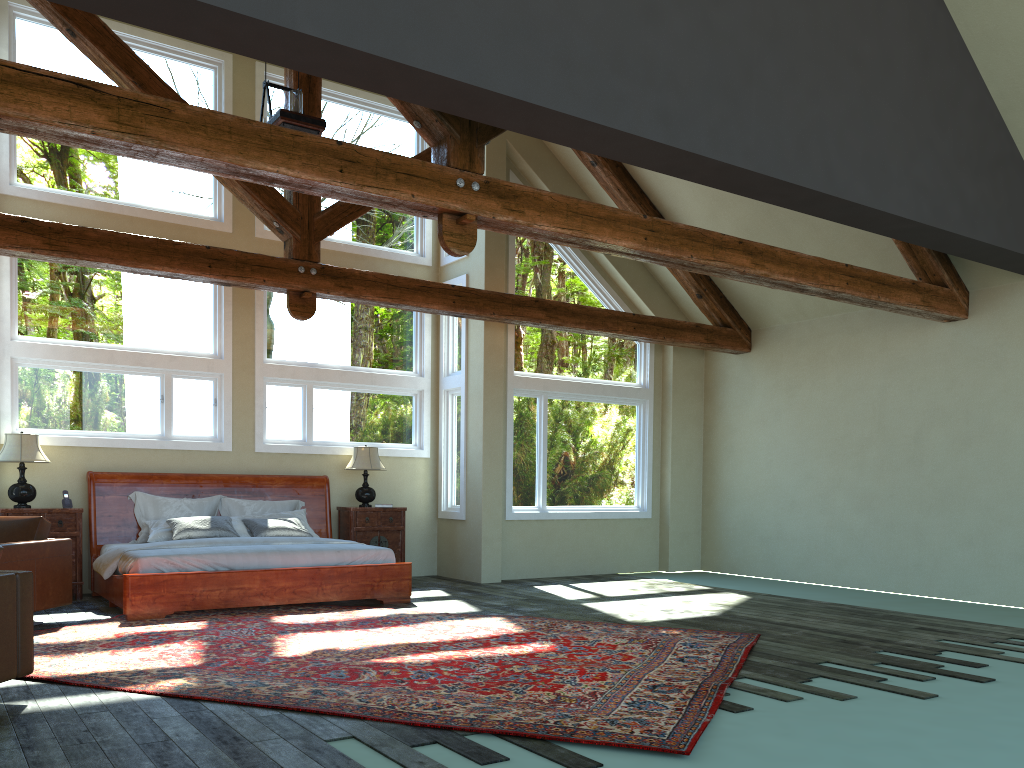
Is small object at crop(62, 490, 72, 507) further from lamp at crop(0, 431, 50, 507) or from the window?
the window

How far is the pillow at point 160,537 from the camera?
8.9m

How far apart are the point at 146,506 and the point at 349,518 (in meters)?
2.27

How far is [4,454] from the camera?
8.5m

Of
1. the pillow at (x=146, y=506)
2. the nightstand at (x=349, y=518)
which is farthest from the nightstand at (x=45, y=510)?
the nightstand at (x=349, y=518)

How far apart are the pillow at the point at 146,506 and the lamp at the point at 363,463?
0.70m

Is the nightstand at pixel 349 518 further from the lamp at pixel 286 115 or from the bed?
the lamp at pixel 286 115

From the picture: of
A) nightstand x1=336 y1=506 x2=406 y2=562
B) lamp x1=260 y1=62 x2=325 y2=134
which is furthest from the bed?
lamp x1=260 y1=62 x2=325 y2=134

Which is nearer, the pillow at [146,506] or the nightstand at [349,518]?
the pillow at [146,506]

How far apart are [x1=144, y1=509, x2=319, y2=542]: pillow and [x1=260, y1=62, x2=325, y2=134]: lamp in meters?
4.2 m
